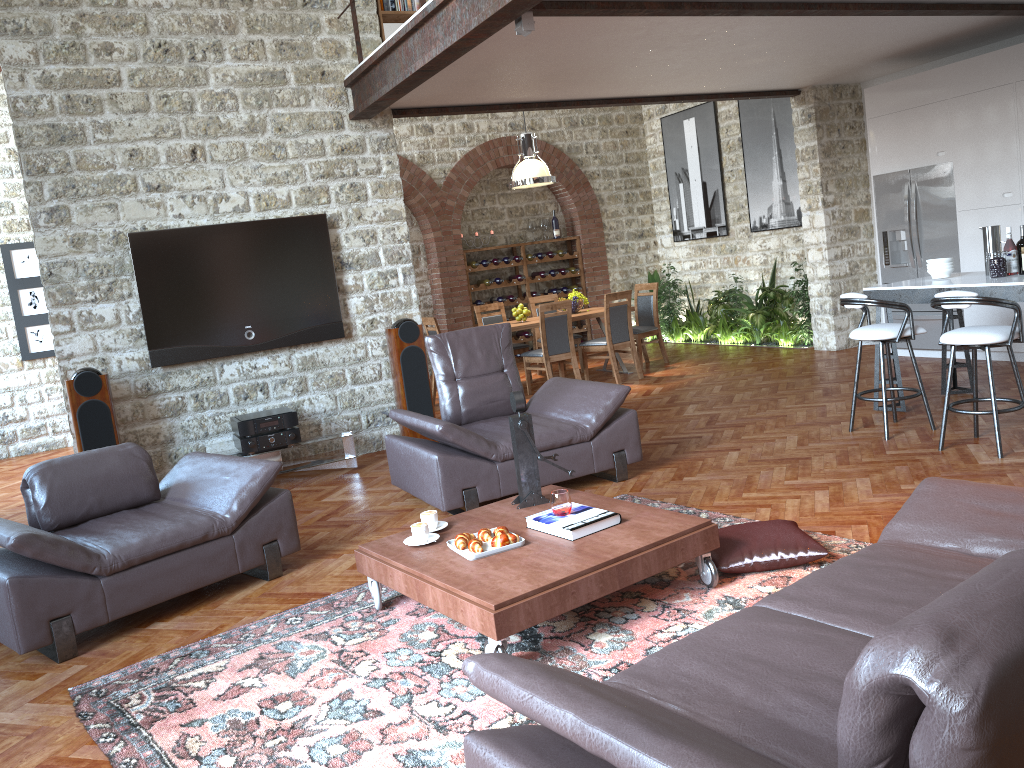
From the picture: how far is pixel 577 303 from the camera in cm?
1018

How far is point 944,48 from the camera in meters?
8.4 m

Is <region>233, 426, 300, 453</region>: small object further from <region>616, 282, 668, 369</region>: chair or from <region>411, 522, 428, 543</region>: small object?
<region>616, 282, 668, 369</region>: chair

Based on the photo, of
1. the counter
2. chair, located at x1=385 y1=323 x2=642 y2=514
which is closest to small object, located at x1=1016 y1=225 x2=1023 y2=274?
the counter

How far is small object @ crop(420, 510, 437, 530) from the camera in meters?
4.1 m

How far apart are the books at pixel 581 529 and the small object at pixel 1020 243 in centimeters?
385cm

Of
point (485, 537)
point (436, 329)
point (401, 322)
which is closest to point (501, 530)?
point (485, 537)

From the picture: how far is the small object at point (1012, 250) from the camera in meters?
6.0 m

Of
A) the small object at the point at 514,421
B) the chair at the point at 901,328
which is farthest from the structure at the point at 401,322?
the chair at the point at 901,328

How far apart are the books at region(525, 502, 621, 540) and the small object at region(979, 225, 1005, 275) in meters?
4.0
